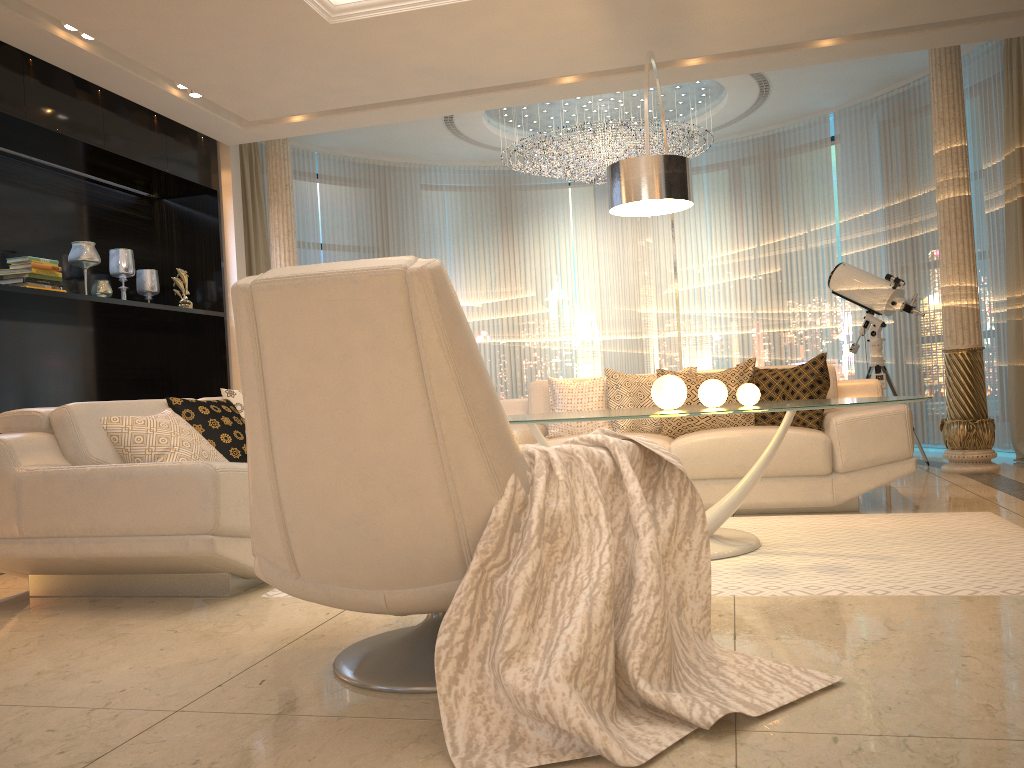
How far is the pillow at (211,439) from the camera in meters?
4.0 m

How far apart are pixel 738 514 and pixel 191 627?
2.8 meters

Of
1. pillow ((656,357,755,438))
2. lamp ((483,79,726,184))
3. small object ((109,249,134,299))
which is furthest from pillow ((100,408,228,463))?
lamp ((483,79,726,184))

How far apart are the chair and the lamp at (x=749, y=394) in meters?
1.7

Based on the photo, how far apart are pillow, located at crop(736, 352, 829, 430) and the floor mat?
0.61m

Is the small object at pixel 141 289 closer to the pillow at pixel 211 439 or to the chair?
the pillow at pixel 211 439

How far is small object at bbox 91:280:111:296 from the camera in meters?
5.6

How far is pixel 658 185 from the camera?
4.0m

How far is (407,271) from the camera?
1.75m

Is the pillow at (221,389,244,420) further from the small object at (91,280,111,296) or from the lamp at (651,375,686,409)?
the lamp at (651,375,686,409)
